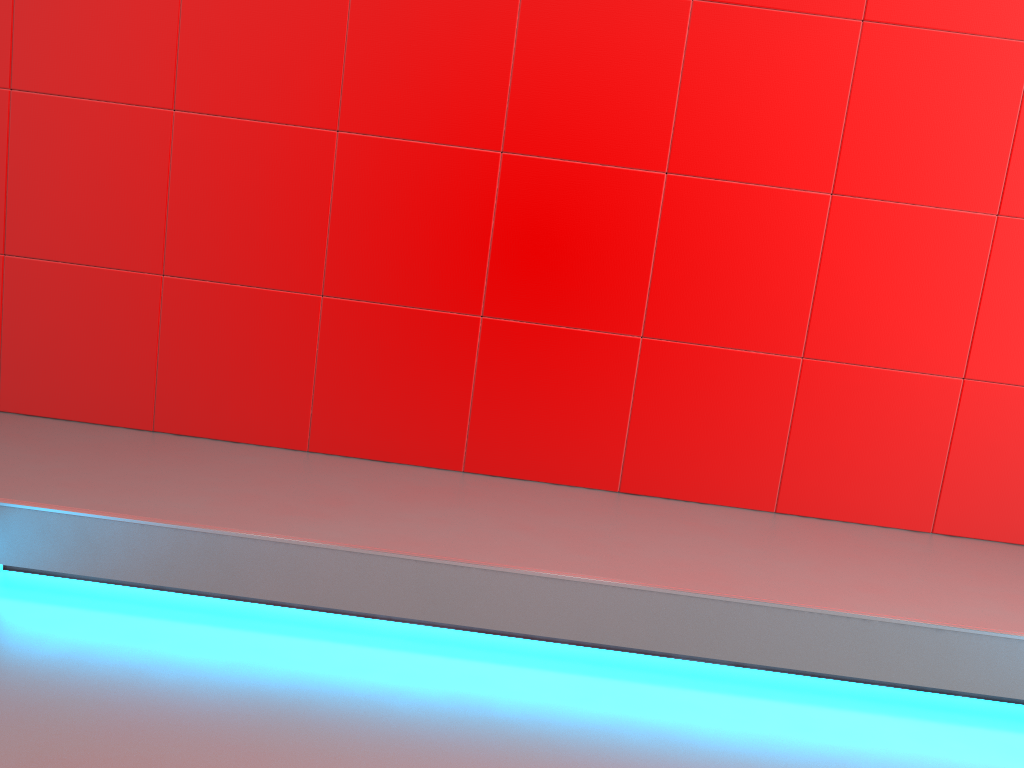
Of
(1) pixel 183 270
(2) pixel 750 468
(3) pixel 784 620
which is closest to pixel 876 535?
(2) pixel 750 468
